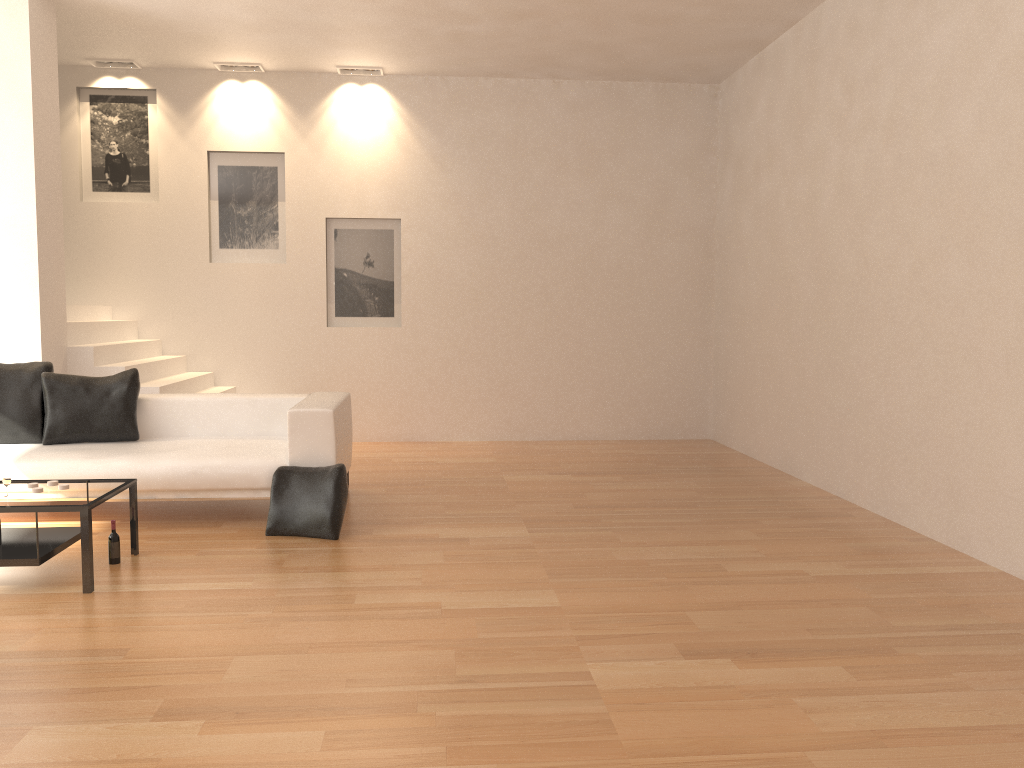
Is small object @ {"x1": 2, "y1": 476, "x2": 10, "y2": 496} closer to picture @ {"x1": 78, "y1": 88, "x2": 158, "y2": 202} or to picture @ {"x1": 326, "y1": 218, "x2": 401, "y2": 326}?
picture @ {"x1": 326, "y1": 218, "x2": 401, "y2": 326}

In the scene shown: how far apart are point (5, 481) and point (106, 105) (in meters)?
5.69

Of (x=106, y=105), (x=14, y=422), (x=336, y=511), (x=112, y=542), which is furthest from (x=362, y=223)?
(x=112, y=542)

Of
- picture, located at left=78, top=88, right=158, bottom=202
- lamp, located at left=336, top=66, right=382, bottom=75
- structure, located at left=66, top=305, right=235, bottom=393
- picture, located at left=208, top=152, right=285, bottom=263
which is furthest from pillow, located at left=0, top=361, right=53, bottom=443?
lamp, located at left=336, top=66, right=382, bottom=75

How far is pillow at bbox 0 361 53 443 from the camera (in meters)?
6.01

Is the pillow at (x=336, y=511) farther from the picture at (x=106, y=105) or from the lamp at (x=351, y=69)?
the lamp at (x=351, y=69)

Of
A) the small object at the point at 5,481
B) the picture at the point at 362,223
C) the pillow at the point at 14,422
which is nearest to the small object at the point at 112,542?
the small object at the point at 5,481

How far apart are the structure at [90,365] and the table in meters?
2.5

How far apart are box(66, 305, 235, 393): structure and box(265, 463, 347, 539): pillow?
2.3 meters

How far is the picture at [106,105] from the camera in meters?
8.8 m
